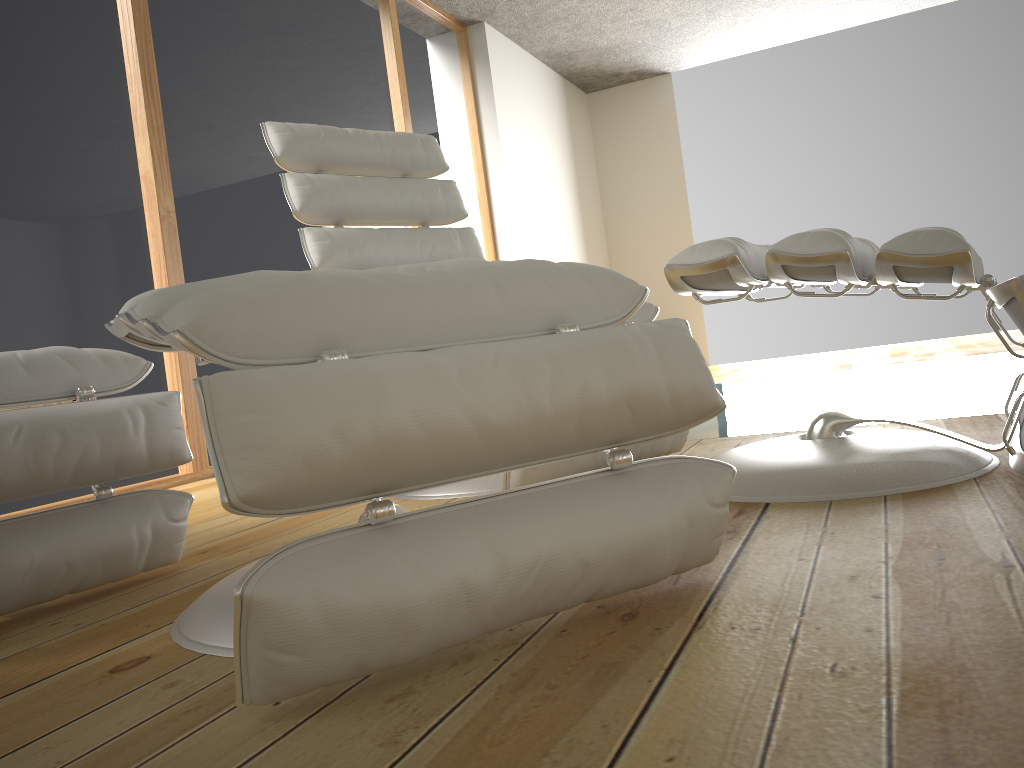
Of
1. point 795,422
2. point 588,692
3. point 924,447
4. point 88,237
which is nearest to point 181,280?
point 88,237

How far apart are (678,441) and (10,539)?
1.3m

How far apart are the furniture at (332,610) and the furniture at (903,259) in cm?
35

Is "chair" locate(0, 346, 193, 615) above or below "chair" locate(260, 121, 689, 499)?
below

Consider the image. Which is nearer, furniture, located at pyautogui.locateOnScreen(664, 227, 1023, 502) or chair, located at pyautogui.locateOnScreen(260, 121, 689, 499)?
furniture, located at pyautogui.locateOnScreen(664, 227, 1023, 502)

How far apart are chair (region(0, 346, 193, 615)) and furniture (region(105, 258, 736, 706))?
0.2 meters

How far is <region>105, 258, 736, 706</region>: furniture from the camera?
0.74m

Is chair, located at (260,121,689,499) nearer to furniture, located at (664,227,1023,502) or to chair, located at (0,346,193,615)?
furniture, located at (664,227,1023,502)

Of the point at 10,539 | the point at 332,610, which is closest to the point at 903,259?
the point at 332,610

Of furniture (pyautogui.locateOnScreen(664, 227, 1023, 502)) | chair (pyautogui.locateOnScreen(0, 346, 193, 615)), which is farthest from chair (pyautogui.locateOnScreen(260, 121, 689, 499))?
chair (pyautogui.locateOnScreen(0, 346, 193, 615))
